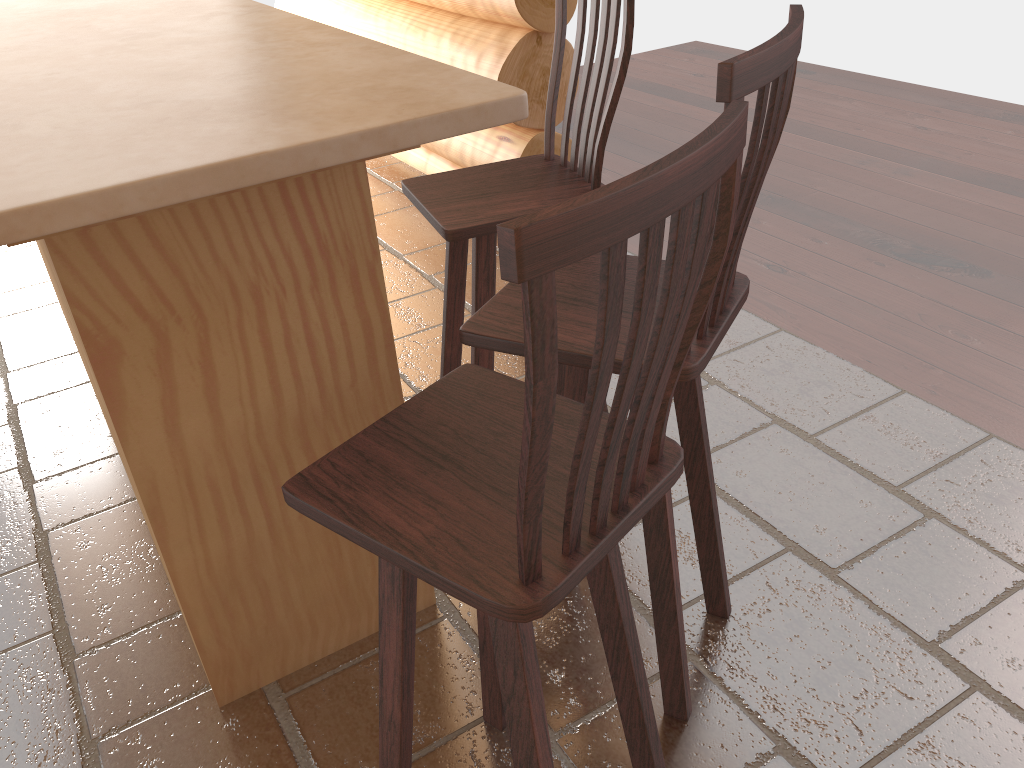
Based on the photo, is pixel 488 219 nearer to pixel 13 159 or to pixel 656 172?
pixel 13 159

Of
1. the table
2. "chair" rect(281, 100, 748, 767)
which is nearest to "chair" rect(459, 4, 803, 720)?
"chair" rect(281, 100, 748, 767)

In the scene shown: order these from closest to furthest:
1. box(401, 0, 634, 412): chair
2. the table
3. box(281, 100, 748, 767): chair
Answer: box(281, 100, 748, 767): chair, the table, box(401, 0, 634, 412): chair

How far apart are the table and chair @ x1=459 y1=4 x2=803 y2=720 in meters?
0.2

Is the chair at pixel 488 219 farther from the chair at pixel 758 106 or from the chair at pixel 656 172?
the chair at pixel 656 172

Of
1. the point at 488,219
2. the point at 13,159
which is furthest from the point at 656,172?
the point at 488,219

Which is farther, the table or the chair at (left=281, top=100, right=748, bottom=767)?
the table

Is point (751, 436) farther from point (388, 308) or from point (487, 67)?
point (487, 67)

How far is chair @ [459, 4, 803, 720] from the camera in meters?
1.2 m

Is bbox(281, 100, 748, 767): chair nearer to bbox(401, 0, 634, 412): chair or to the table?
the table
